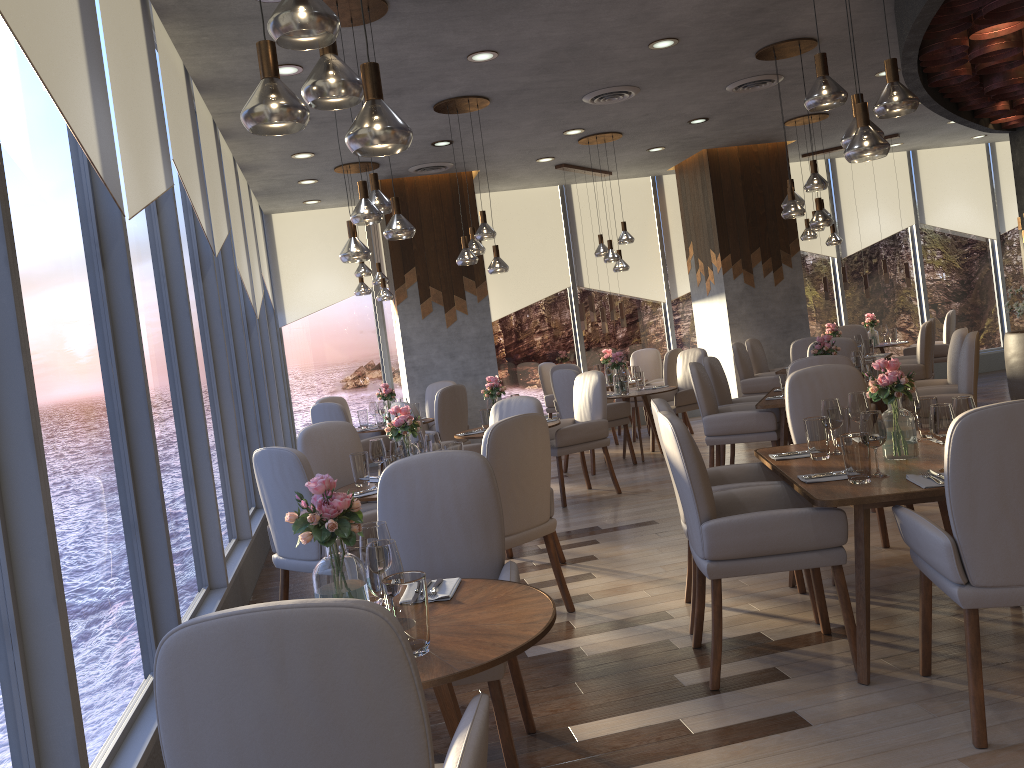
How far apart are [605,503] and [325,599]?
5.6m

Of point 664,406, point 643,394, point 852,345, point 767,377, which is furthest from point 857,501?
point 767,377

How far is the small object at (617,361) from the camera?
8.8m

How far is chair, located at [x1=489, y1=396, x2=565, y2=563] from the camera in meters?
5.2 m

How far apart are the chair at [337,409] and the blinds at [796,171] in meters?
6.7 m

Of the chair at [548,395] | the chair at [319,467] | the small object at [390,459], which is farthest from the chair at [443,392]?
the small object at [390,459]

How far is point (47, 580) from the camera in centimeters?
209cm

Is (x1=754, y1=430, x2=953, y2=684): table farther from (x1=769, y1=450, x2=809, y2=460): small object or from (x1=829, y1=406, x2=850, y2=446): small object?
(x1=829, y1=406, x2=850, y2=446): small object

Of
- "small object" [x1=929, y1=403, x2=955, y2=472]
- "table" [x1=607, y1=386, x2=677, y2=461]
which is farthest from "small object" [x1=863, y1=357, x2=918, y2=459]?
"table" [x1=607, y1=386, x2=677, y2=461]

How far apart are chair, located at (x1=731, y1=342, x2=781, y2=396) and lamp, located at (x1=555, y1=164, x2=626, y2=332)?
1.7 meters
